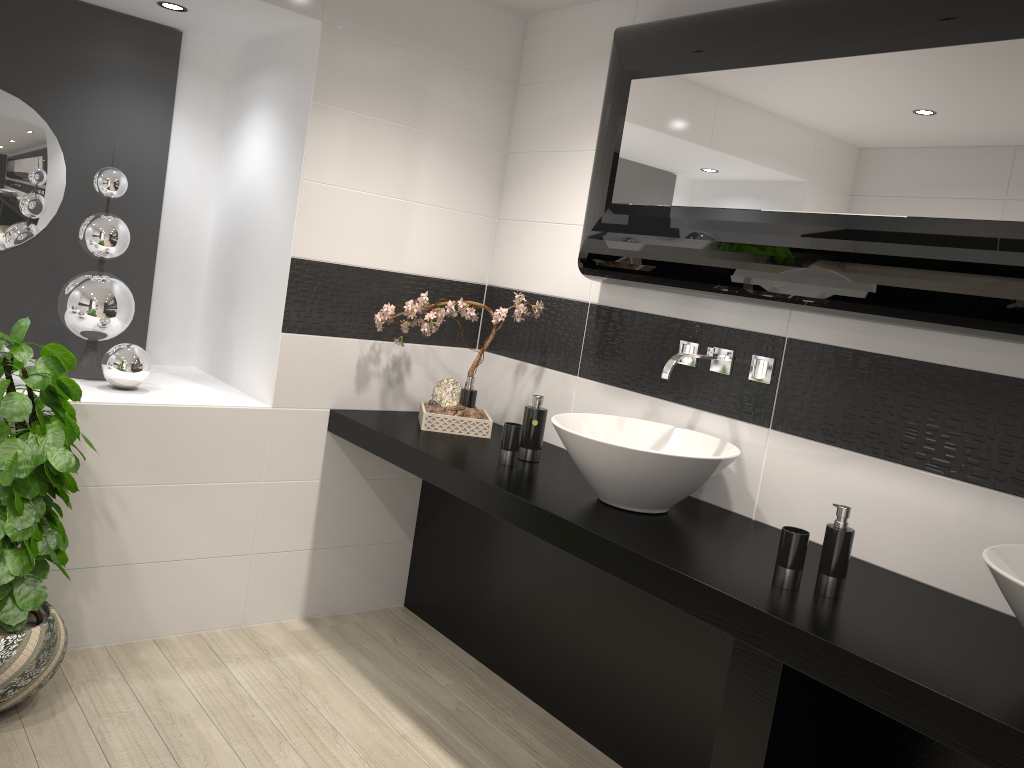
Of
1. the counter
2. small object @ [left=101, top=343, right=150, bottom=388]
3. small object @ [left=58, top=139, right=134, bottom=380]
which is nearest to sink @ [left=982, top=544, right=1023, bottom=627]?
the counter

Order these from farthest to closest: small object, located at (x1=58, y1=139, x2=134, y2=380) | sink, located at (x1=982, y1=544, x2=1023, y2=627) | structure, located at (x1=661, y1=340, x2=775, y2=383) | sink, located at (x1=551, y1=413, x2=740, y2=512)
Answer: small object, located at (x1=58, y1=139, x2=134, y2=380)
structure, located at (x1=661, y1=340, x2=775, y2=383)
sink, located at (x1=551, y1=413, x2=740, y2=512)
sink, located at (x1=982, y1=544, x2=1023, y2=627)

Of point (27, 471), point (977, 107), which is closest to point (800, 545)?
point (977, 107)

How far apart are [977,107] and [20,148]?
3.2 meters

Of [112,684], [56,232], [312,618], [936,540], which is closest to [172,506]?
[112,684]

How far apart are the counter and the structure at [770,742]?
0.0m

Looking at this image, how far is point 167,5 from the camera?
3.2m

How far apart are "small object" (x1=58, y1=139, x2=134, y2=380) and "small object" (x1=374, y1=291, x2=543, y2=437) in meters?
0.9

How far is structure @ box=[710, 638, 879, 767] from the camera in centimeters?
187cm

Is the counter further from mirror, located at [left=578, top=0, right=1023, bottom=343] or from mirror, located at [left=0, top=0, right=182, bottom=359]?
mirror, located at [left=0, top=0, right=182, bottom=359]
